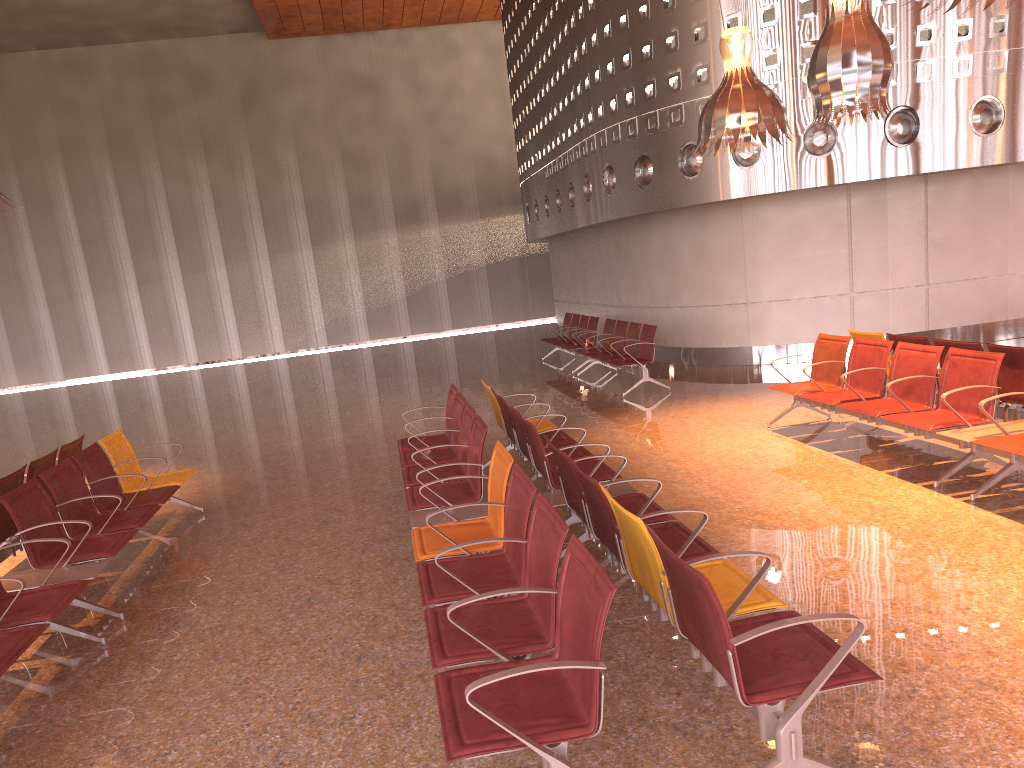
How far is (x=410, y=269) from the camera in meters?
28.1 m
